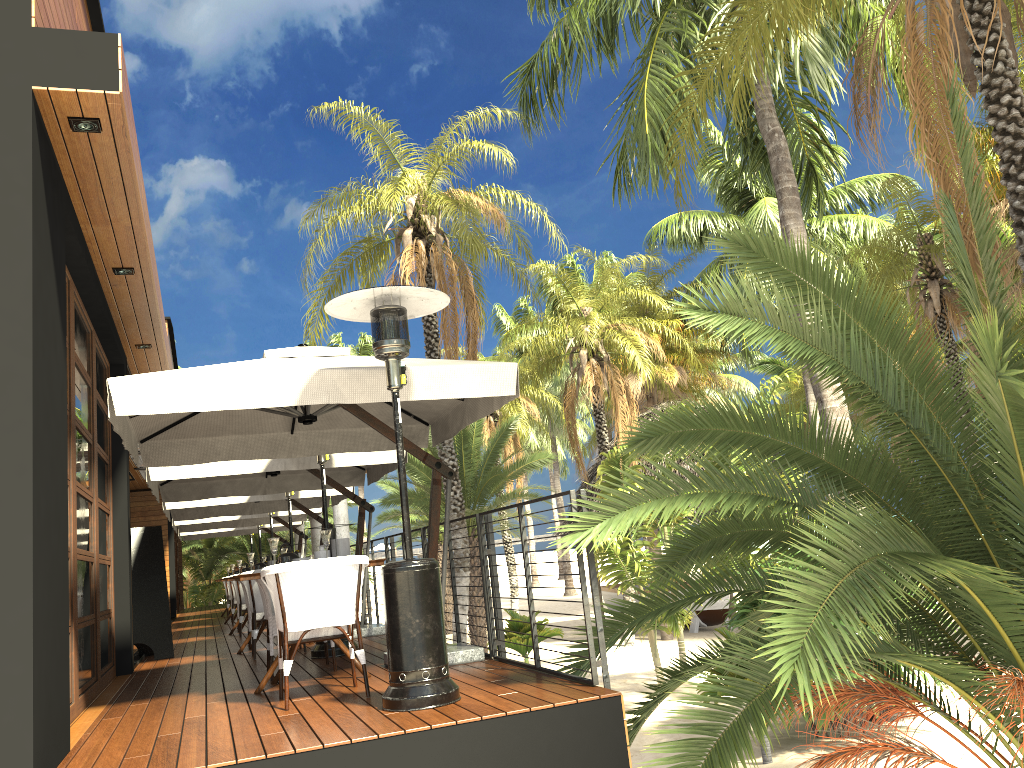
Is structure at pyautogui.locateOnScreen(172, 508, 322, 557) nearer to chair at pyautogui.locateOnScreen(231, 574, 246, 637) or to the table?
chair at pyautogui.locateOnScreen(231, 574, 246, 637)

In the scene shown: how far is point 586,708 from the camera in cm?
420

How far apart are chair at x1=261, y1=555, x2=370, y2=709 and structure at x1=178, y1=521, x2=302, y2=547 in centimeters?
1296cm

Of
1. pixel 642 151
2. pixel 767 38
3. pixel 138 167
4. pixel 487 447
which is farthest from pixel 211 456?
pixel 487 447

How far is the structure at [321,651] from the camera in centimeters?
746cm

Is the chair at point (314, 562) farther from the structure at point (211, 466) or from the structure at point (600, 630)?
the structure at point (211, 466)

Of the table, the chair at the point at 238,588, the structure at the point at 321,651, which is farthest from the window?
the chair at the point at 238,588

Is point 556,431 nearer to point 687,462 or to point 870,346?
point 870,346

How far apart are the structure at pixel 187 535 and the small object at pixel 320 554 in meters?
12.4

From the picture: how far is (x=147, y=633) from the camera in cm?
928
